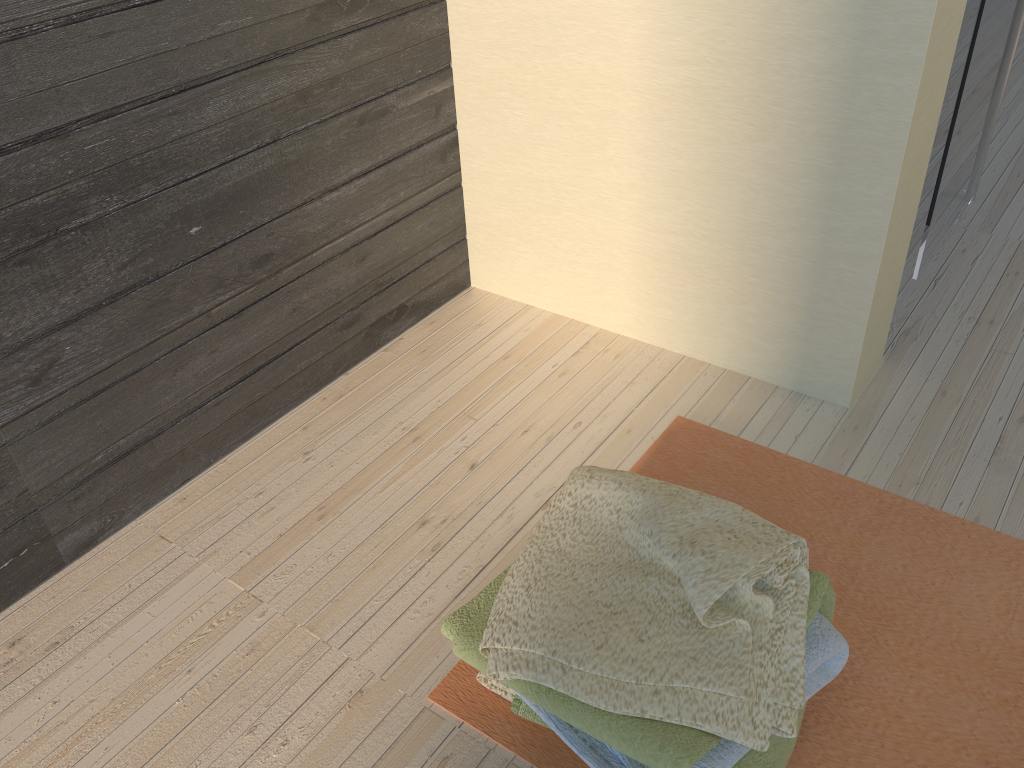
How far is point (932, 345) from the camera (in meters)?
1.78

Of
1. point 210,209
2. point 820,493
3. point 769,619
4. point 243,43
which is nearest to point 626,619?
point 769,619

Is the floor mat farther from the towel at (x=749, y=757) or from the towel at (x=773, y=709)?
the towel at (x=773, y=709)

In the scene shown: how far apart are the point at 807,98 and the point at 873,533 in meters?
0.7

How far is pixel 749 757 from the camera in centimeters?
102cm

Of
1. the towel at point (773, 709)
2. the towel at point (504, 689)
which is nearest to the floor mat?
Answer: the towel at point (504, 689)

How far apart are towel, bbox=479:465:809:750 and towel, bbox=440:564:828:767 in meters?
0.0 m

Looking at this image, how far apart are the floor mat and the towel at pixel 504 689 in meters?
0.0 m

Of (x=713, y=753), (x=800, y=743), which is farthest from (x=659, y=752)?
(x=800, y=743)

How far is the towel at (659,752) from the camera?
0.9m
